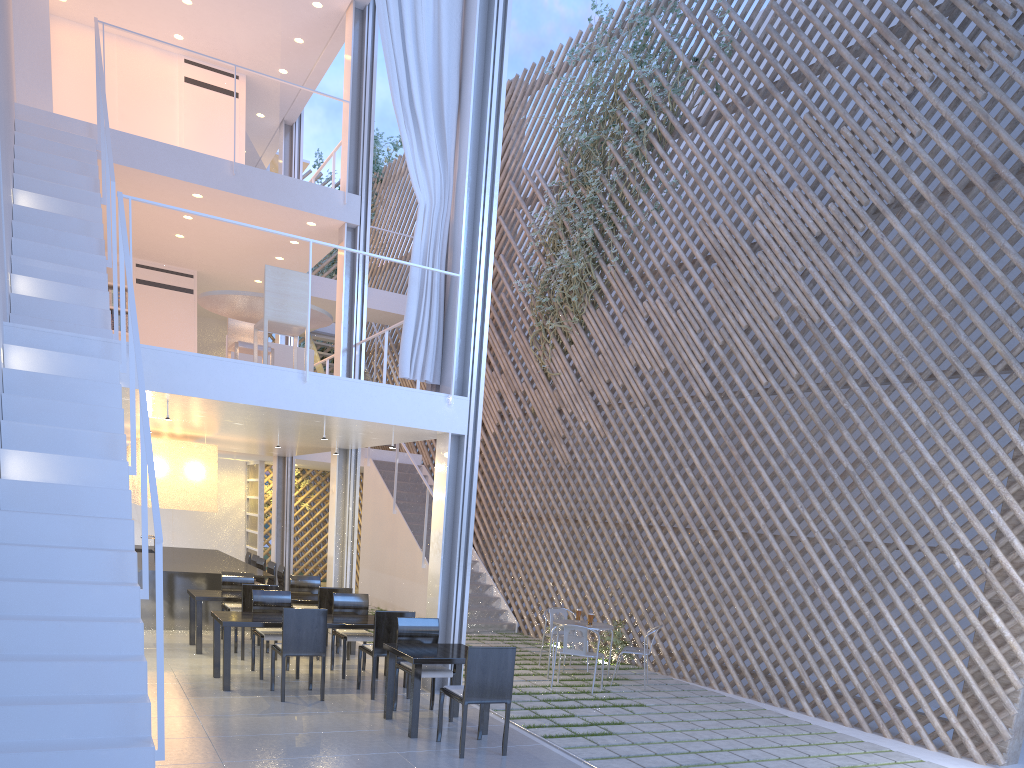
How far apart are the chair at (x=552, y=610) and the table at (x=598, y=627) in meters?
0.5

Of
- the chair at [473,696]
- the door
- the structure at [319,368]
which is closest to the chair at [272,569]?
the door

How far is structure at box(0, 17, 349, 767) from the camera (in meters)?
2.03

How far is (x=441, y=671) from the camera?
3.3m

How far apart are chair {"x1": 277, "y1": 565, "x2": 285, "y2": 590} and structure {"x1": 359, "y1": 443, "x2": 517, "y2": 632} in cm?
121

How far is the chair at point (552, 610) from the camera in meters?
5.0 m

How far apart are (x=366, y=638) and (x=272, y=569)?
2.23m

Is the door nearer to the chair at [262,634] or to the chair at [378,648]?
the chair at [262,634]

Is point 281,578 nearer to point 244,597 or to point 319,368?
point 244,597

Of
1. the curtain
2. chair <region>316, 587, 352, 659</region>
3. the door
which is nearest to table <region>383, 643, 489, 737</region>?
the curtain
